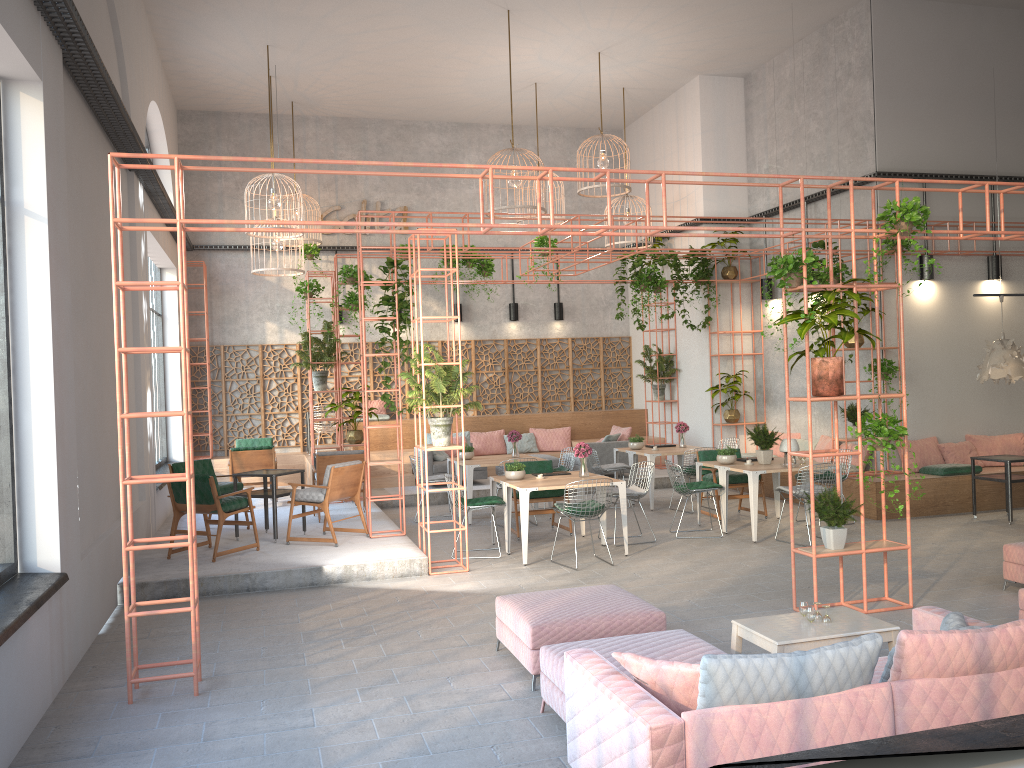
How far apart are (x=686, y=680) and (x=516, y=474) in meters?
6.6

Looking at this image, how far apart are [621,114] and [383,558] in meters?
12.0

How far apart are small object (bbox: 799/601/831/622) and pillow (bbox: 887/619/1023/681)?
1.6 meters

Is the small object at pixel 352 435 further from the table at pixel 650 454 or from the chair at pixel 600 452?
the table at pixel 650 454

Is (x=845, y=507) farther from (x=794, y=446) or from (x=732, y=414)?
(x=732, y=414)

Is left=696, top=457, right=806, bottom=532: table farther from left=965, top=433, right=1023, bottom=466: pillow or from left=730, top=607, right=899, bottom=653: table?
left=730, top=607, right=899, bottom=653: table

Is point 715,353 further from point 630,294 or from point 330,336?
point 330,336

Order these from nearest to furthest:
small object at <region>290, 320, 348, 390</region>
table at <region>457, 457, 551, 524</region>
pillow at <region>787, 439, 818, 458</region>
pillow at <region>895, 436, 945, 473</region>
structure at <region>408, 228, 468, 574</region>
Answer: structure at <region>408, 228, 468, 574</region> → table at <region>457, 457, 551, 524</region> → pillow at <region>895, 436, 945, 473</region> → small object at <region>290, 320, 348, 390</region> → pillow at <region>787, 439, 818, 458</region>

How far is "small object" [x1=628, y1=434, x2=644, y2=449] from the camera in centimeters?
1380cm

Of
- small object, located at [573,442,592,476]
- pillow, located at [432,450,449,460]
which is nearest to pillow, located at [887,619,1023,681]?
small object, located at [573,442,592,476]
